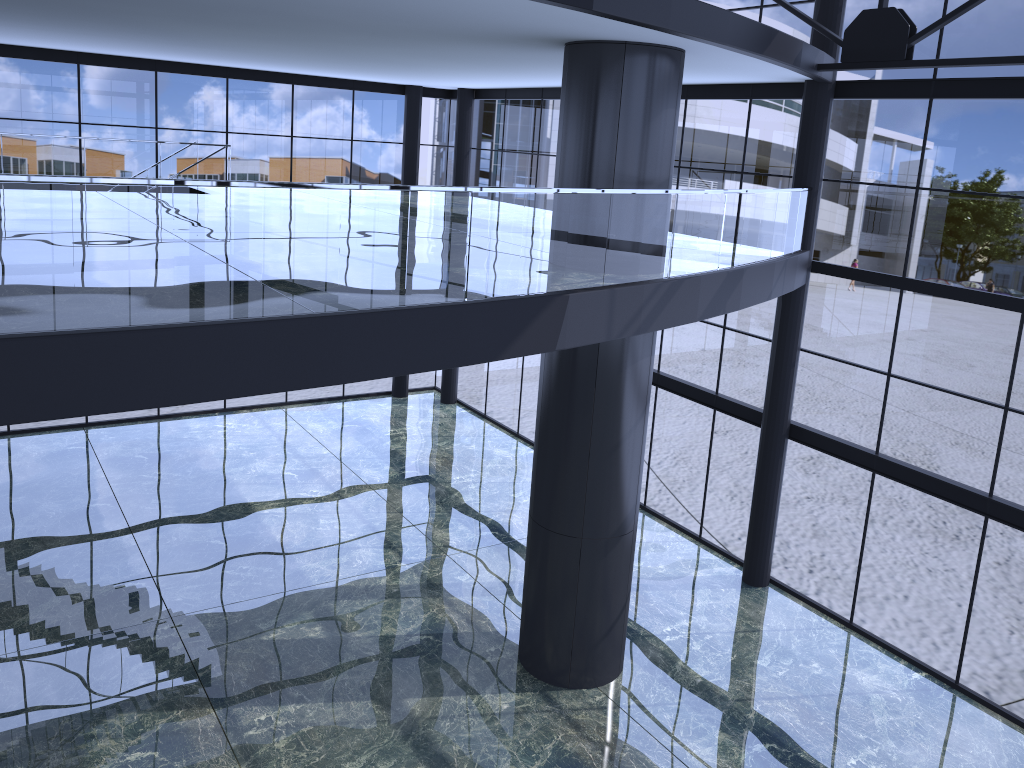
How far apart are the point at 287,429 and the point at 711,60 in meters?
15.0
